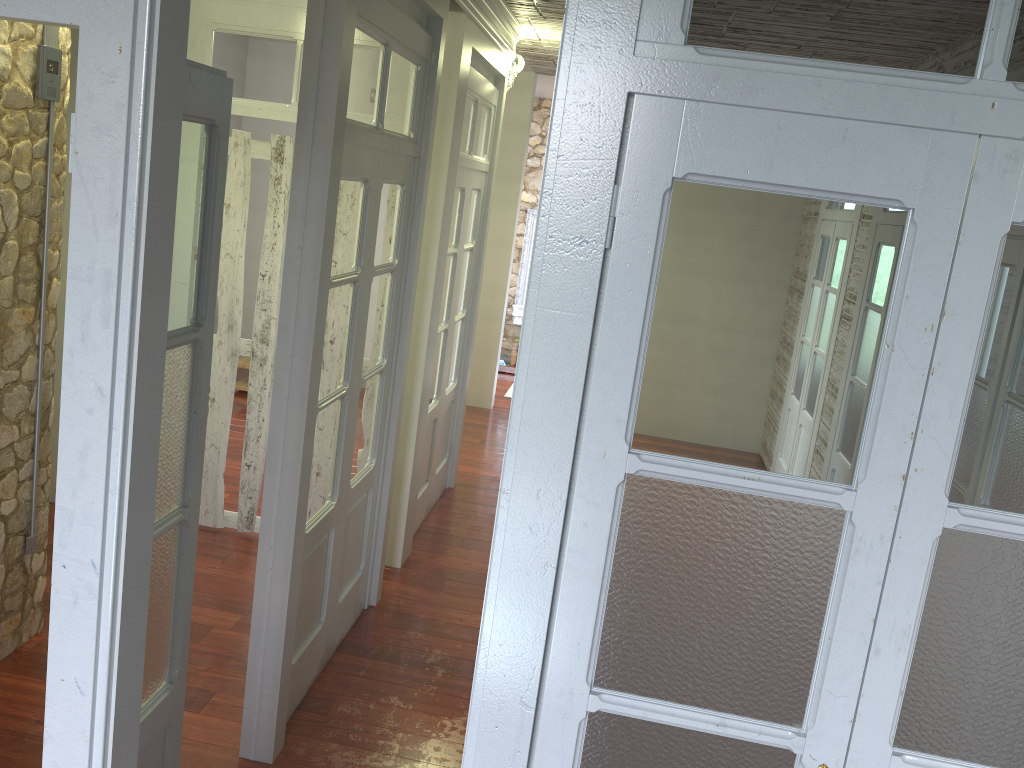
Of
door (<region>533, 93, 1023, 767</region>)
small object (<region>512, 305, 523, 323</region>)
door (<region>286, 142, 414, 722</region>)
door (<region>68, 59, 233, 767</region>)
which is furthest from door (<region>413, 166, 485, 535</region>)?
small object (<region>512, 305, 523, 323</region>)

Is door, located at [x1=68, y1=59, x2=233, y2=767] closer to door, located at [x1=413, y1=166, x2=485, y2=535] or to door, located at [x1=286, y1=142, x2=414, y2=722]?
door, located at [x1=286, y1=142, x2=414, y2=722]

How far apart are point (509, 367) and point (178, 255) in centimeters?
786cm

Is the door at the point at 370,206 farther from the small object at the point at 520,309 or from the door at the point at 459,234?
the small object at the point at 520,309

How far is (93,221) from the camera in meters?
1.5 m

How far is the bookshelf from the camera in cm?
970

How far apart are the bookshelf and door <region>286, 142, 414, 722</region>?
0.9 meters

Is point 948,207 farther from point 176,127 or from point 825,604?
point 176,127

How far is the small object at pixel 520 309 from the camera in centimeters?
961cm

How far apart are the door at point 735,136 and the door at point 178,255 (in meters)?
0.94
